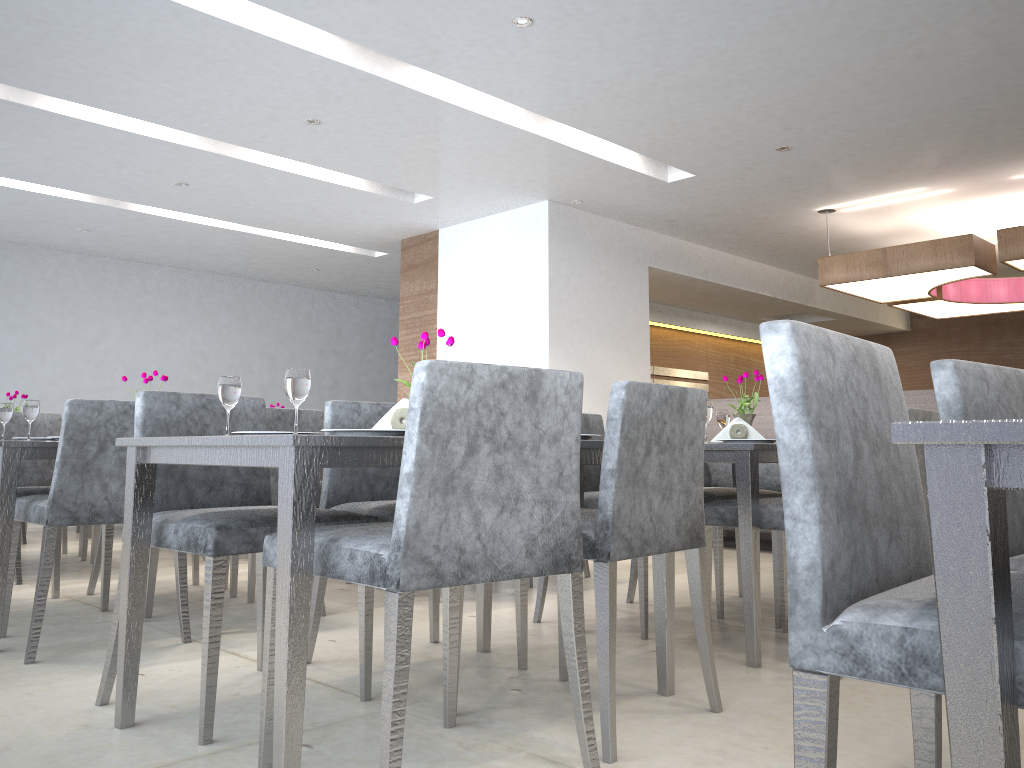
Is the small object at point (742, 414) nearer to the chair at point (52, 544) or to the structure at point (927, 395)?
the chair at point (52, 544)

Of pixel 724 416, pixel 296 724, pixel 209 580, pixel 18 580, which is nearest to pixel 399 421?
pixel 209 580

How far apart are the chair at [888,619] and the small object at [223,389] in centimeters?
135cm

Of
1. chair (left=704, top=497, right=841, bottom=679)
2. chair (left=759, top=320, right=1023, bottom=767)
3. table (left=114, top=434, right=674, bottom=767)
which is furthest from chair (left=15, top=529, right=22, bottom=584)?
chair (left=759, top=320, right=1023, bottom=767)

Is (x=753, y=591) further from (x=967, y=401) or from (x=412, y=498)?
(x=412, y=498)

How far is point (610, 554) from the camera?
1.9m

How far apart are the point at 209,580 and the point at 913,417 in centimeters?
230cm

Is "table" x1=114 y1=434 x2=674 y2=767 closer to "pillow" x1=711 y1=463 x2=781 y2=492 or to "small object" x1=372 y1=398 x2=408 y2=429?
"small object" x1=372 y1=398 x2=408 y2=429

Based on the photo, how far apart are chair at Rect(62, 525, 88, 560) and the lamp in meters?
3.6 m

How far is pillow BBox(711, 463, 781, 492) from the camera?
5.99m
